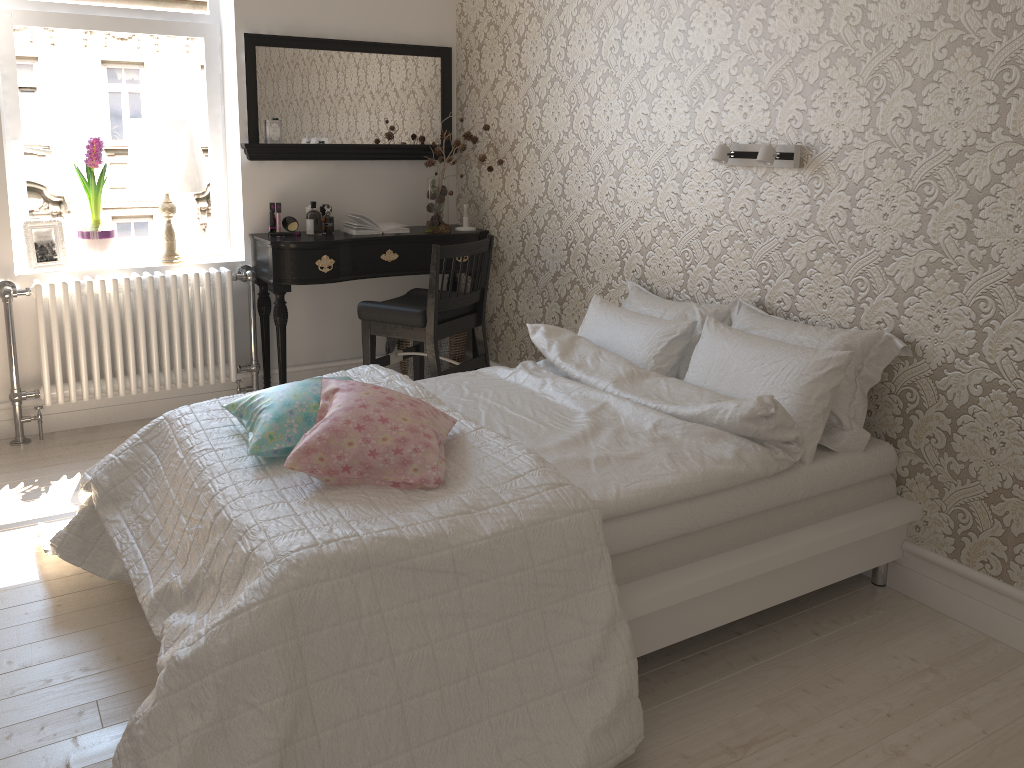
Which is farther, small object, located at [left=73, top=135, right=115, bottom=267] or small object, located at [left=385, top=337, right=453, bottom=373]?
small object, located at [left=385, top=337, right=453, bottom=373]

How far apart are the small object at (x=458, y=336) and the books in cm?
59

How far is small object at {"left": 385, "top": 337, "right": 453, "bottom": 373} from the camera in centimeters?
434cm

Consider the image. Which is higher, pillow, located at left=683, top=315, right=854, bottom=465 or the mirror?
the mirror

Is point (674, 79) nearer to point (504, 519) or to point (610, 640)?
point (504, 519)

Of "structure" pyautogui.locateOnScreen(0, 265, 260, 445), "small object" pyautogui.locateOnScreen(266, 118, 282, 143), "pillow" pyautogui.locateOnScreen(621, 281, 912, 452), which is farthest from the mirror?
"pillow" pyautogui.locateOnScreen(621, 281, 912, 452)

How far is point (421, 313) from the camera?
3.6m

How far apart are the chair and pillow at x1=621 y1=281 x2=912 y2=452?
0.7 meters

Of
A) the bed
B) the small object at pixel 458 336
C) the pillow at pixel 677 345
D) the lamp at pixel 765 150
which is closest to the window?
the small object at pixel 458 336

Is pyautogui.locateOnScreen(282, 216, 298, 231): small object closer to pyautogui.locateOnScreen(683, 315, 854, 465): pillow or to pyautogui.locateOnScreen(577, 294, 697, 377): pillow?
pyautogui.locateOnScreen(577, 294, 697, 377): pillow
